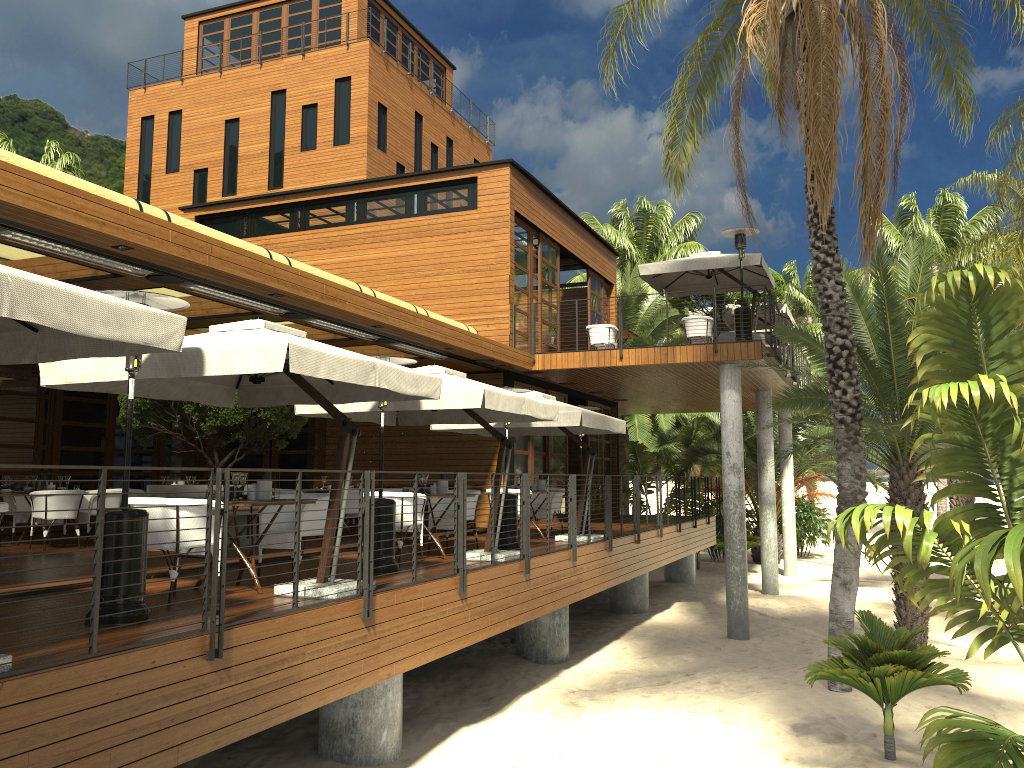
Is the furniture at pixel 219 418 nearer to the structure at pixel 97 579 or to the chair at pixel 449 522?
the chair at pixel 449 522

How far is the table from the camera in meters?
7.3 m

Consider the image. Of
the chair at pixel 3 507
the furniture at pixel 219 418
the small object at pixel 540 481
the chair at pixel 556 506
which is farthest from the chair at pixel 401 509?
the chair at pixel 3 507

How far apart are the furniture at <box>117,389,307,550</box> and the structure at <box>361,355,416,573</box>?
3.5 meters

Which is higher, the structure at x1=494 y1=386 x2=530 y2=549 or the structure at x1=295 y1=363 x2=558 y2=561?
the structure at x1=295 y1=363 x2=558 y2=561

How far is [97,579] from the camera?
4.7m

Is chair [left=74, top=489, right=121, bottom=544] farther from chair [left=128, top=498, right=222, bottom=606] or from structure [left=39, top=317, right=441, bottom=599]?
chair [left=128, top=498, right=222, bottom=606]

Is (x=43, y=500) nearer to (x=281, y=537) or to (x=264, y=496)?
(x=281, y=537)

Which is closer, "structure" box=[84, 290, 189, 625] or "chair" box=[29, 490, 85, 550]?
"structure" box=[84, 290, 189, 625]

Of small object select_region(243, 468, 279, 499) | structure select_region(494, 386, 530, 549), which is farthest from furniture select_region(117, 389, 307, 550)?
small object select_region(243, 468, 279, 499)
